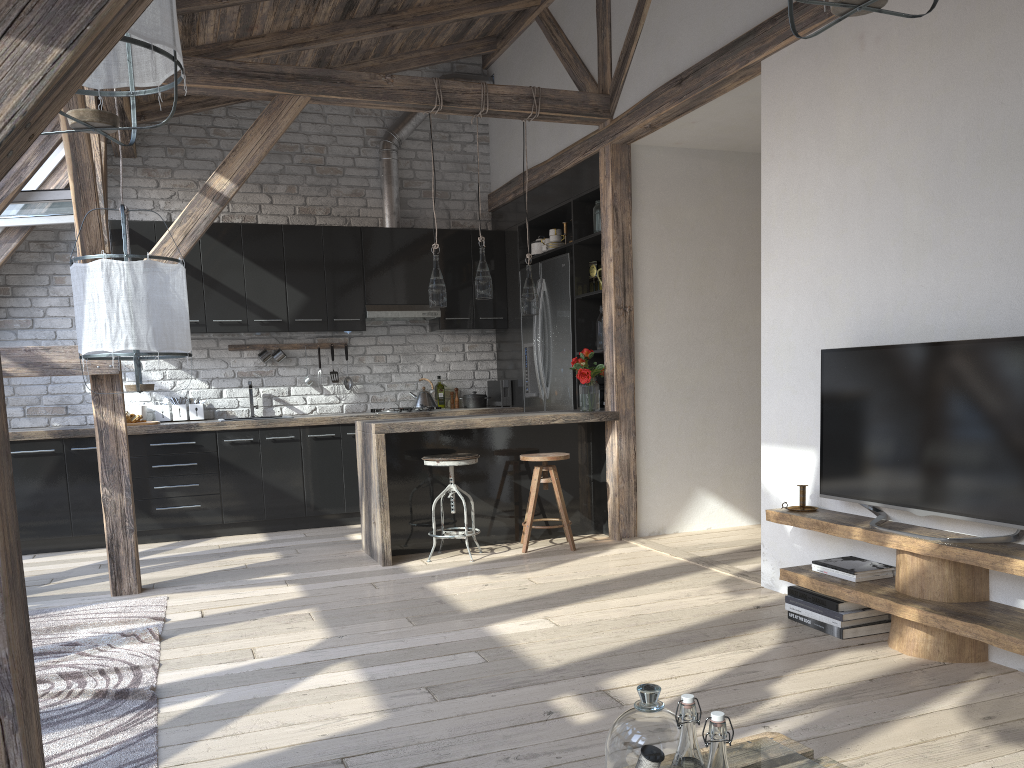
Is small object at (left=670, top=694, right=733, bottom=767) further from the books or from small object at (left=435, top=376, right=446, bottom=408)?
small object at (left=435, top=376, right=446, bottom=408)

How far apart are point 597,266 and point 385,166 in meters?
2.2

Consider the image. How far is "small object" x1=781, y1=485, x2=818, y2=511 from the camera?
3.9m

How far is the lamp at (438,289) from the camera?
5.4 meters

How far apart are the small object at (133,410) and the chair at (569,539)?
3.00m

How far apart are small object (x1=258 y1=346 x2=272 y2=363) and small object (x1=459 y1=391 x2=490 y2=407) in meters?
1.6

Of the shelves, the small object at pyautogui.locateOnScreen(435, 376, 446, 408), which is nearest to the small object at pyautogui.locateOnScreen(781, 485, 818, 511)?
the shelves

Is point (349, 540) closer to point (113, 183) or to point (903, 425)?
point (113, 183)

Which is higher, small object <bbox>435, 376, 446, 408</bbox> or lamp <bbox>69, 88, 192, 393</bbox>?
lamp <bbox>69, 88, 192, 393</bbox>

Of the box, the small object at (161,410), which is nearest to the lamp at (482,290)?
the box
